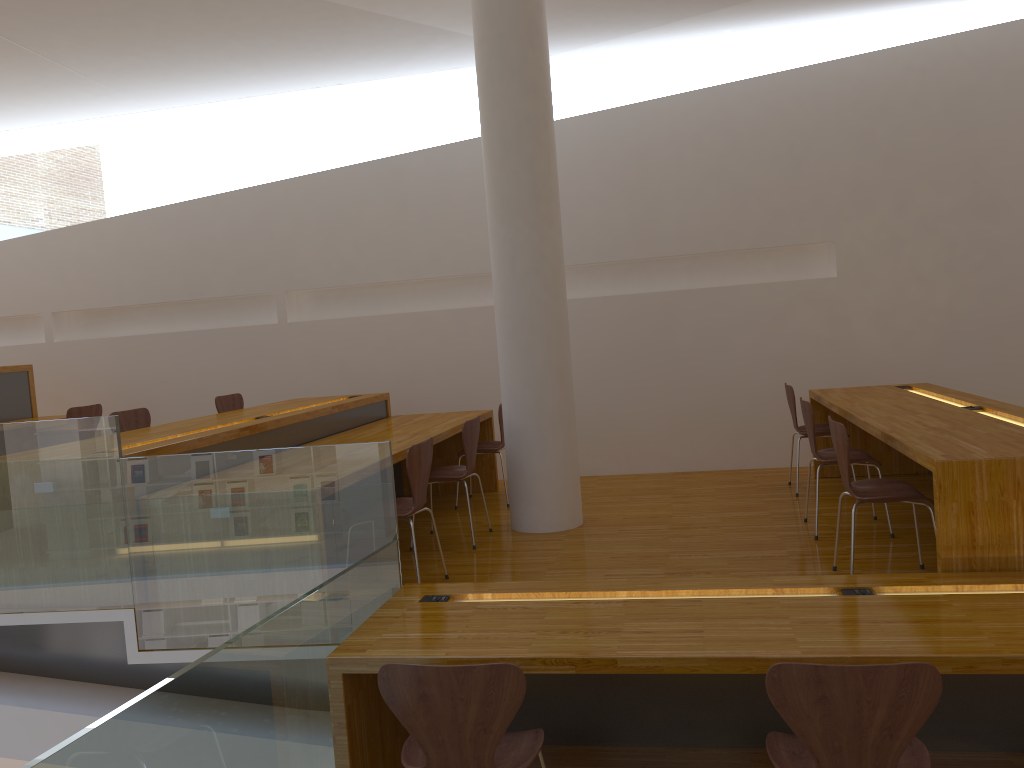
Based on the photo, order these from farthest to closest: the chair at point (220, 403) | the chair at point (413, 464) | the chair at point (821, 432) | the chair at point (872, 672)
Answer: the chair at point (220, 403) < the chair at point (821, 432) < the chair at point (413, 464) < the chair at point (872, 672)

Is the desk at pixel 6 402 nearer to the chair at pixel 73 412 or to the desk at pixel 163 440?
the chair at pixel 73 412

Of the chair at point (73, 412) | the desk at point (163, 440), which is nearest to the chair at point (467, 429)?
the desk at point (163, 440)

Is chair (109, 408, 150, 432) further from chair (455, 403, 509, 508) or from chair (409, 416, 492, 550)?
chair (455, 403, 509, 508)

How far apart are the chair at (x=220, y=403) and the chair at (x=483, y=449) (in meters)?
1.86

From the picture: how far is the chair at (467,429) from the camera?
4.82m

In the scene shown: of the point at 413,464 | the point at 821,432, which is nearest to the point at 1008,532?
the point at 413,464

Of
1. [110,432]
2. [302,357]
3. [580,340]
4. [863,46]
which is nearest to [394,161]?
[302,357]

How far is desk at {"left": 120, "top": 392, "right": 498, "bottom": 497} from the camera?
4.2m

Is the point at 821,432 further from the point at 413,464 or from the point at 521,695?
the point at 521,695
